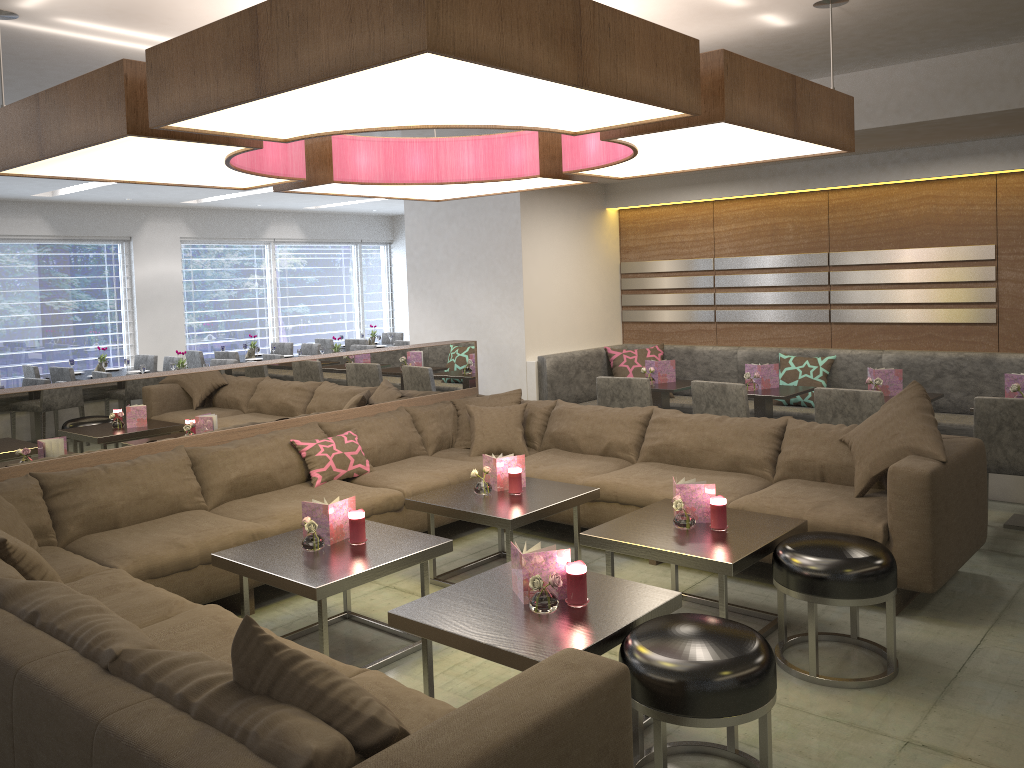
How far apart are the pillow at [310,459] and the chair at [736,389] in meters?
2.0 m

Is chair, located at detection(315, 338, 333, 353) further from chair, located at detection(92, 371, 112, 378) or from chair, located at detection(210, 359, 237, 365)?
chair, located at detection(92, 371, 112, 378)

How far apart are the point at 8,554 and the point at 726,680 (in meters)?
2.21

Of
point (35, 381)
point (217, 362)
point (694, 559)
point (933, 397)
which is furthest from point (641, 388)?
point (35, 381)

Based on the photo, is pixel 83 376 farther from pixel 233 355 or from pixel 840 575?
pixel 840 575

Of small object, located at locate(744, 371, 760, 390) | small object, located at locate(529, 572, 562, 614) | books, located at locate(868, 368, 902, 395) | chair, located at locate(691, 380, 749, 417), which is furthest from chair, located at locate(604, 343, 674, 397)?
small object, located at locate(529, 572, 562, 614)

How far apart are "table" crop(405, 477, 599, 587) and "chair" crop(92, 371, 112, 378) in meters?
4.5

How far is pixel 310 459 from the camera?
4.6m

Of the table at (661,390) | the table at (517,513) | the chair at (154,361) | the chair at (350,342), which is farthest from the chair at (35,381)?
the table at (661,390)

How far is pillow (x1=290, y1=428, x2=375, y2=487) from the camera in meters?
4.6
